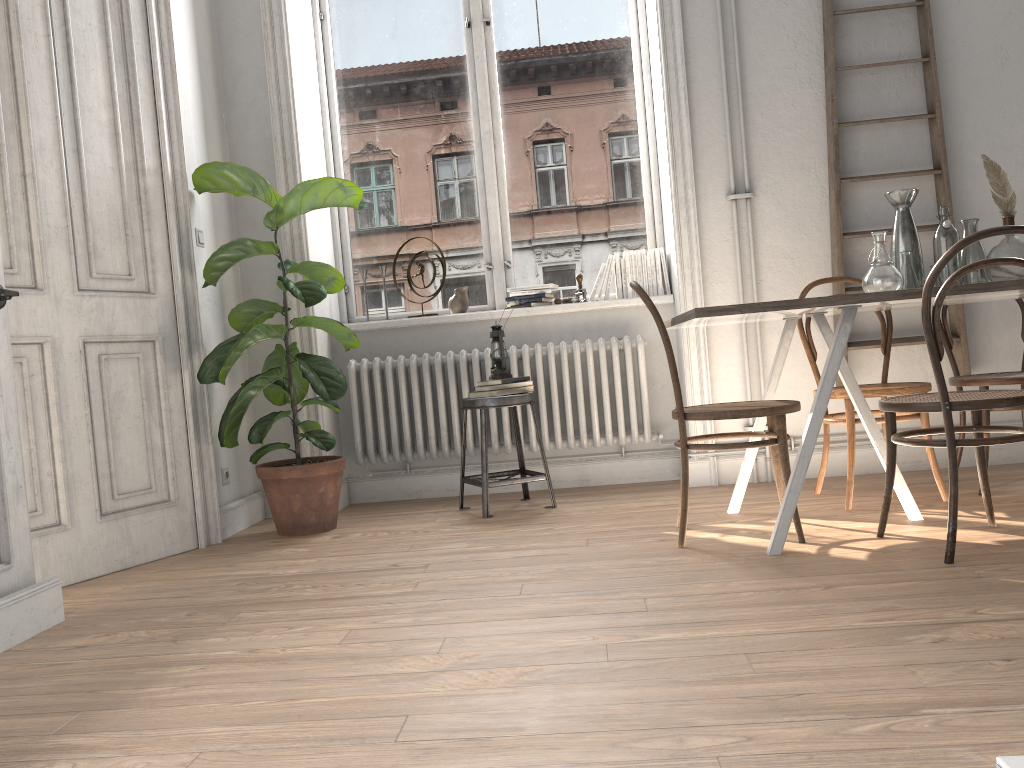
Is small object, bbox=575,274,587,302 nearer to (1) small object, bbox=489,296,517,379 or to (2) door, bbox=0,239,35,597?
(1) small object, bbox=489,296,517,379

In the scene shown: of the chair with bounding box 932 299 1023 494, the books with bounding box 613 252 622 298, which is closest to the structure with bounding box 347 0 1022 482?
the books with bounding box 613 252 622 298

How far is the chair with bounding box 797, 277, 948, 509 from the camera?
3.32m

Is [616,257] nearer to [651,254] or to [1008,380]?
[651,254]

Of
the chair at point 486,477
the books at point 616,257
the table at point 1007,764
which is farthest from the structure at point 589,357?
the table at point 1007,764

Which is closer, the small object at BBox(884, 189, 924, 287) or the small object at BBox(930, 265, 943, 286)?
the small object at BBox(930, 265, 943, 286)

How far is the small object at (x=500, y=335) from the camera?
4.1m

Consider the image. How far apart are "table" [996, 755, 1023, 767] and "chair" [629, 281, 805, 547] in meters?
2.4 m

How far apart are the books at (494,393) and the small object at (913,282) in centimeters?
170cm

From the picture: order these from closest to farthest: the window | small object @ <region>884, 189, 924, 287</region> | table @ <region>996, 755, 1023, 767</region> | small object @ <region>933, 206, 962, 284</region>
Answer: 1. table @ <region>996, 755, 1023, 767</region>
2. small object @ <region>933, 206, 962, 284</region>
3. small object @ <region>884, 189, 924, 287</region>
4. the window
